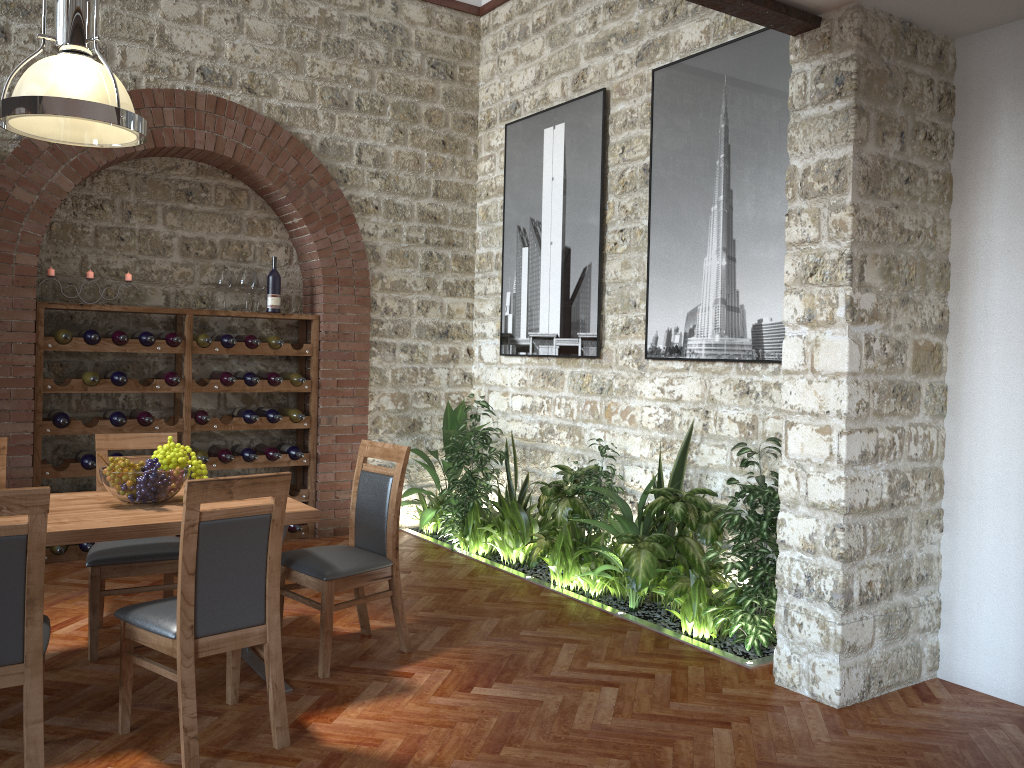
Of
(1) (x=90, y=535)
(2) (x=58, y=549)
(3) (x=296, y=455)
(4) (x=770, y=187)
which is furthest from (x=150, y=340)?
(4) (x=770, y=187)

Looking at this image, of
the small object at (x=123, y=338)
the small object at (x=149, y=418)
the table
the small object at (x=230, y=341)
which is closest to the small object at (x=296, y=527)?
the small object at (x=149, y=418)

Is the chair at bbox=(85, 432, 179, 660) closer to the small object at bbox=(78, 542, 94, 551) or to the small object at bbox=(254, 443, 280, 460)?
the small object at bbox=(78, 542, 94, 551)

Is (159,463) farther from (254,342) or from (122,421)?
(254,342)

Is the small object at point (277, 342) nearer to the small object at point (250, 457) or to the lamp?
the small object at point (250, 457)

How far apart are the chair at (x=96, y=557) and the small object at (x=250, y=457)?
1.8m

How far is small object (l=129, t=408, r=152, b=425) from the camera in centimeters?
602cm

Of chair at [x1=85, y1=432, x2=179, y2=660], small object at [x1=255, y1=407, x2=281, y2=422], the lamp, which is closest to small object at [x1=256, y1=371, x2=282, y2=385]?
small object at [x1=255, y1=407, x2=281, y2=422]

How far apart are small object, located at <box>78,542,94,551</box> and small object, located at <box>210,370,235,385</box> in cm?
141

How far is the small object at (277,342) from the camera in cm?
653
